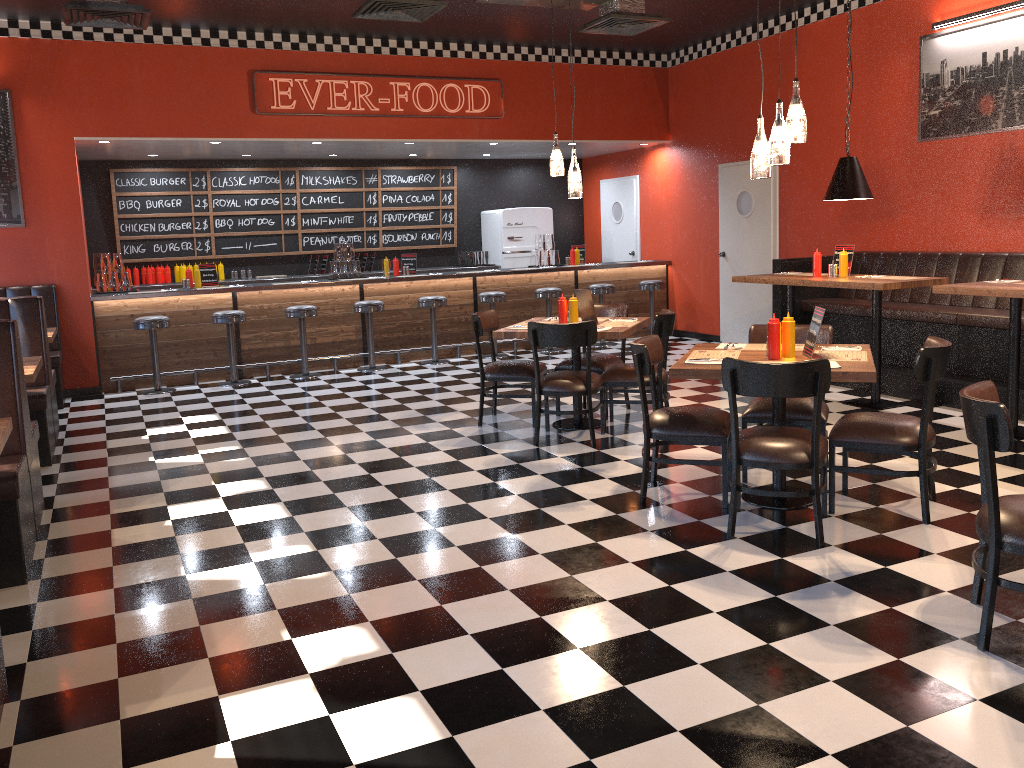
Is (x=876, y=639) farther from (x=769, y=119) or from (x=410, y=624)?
(x=769, y=119)

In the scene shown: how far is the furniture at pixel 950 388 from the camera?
6.8 meters

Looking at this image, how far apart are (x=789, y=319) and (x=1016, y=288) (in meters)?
2.01

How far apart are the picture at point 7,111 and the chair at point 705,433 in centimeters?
665cm

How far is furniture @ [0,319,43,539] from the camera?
4.74m

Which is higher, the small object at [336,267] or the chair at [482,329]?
the small object at [336,267]

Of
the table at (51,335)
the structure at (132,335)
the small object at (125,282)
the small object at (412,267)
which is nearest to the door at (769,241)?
the structure at (132,335)

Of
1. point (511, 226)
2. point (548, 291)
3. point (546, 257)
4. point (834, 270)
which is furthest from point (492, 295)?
point (834, 270)

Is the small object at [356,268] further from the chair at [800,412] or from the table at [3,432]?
the table at [3,432]

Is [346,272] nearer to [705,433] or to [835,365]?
[705,433]
